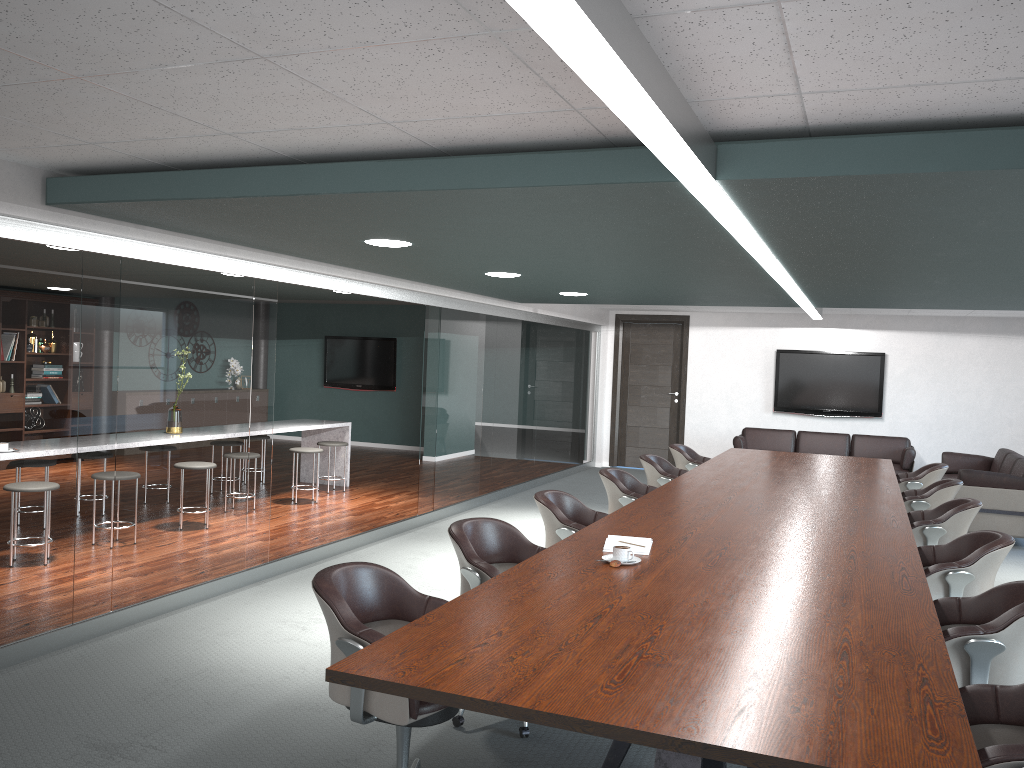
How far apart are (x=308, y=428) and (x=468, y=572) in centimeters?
577cm

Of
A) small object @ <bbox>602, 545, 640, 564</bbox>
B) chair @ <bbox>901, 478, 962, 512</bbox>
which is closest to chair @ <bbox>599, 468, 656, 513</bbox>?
chair @ <bbox>901, 478, 962, 512</bbox>

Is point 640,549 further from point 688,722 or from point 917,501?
point 917,501

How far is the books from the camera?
3.5m

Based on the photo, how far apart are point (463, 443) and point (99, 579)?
4.25m

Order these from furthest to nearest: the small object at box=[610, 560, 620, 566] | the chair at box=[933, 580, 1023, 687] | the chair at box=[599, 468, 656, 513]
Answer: the chair at box=[599, 468, 656, 513], the small object at box=[610, 560, 620, 566], the chair at box=[933, 580, 1023, 687]

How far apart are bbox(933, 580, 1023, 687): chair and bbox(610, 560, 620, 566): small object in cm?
109

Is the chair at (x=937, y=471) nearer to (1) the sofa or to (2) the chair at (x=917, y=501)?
(2) the chair at (x=917, y=501)

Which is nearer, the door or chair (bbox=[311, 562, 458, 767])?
chair (bbox=[311, 562, 458, 767])

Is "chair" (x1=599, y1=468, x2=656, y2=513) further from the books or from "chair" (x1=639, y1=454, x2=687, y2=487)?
the books
